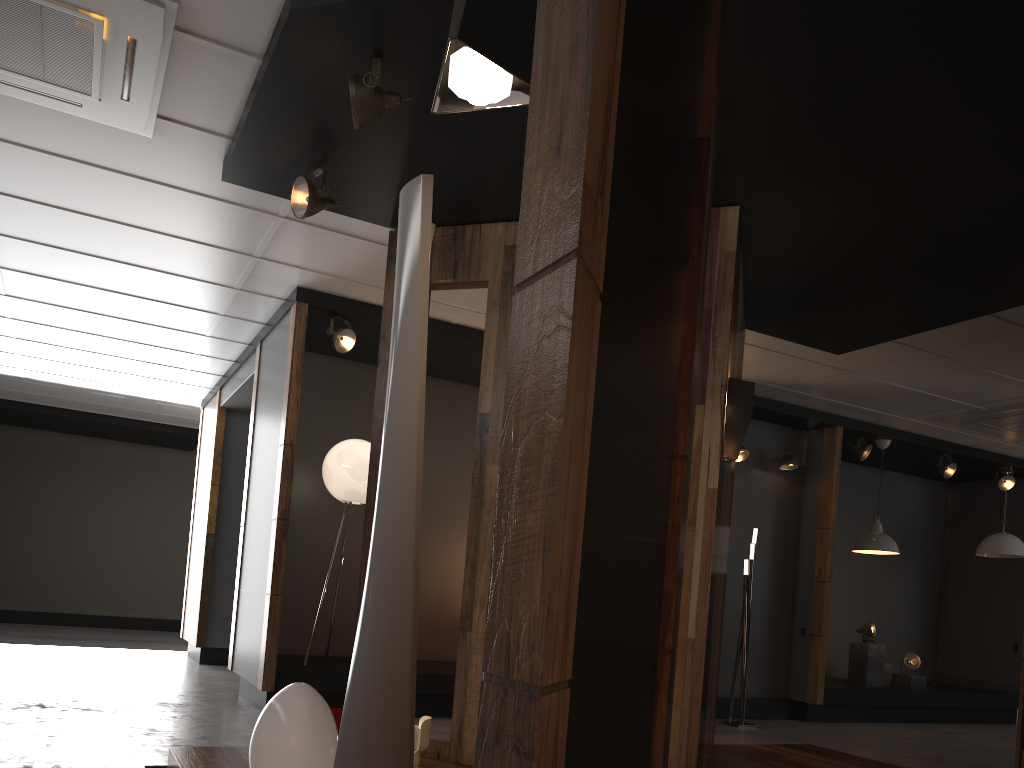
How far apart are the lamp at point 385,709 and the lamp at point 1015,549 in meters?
9.5 m

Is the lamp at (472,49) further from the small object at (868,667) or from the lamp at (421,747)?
the small object at (868,667)

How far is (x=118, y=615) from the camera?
13.07m

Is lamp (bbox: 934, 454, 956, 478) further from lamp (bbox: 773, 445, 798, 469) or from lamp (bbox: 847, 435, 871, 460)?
lamp (bbox: 773, 445, 798, 469)

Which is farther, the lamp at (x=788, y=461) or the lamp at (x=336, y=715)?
the lamp at (x=788, y=461)

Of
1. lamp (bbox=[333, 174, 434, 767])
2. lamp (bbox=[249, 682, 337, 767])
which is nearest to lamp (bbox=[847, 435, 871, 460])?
lamp (bbox=[249, 682, 337, 767])

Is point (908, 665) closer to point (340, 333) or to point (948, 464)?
point (948, 464)

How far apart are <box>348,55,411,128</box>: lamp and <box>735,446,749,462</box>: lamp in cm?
557

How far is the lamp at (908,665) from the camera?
9.26m

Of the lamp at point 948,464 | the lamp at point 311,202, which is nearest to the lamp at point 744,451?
the lamp at point 948,464
